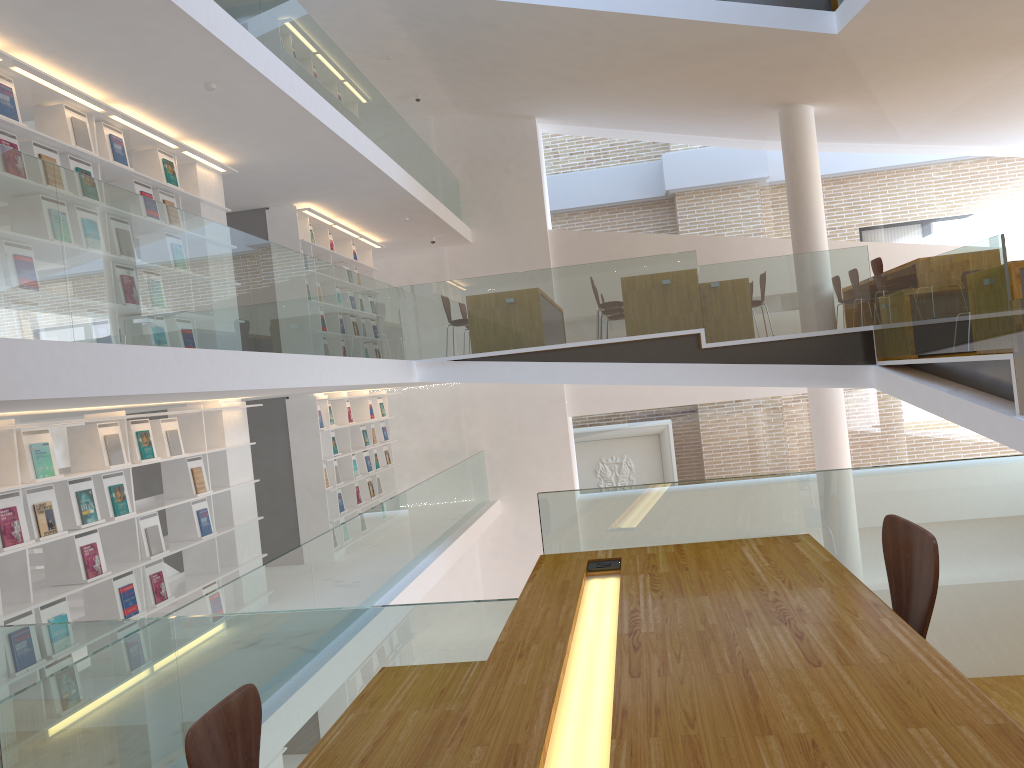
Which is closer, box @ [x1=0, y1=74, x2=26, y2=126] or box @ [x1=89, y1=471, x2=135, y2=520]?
box @ [x1=0, y1=74, x2=26, y2=126]

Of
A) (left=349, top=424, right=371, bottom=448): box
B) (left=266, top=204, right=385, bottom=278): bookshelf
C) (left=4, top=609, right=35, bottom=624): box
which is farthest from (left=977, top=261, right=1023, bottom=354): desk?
(left=349, top=424, right=371, bottom=448): box

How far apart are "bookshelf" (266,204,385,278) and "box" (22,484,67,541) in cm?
483

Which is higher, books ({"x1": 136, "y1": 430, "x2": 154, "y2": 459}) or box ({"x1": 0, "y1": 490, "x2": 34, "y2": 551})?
books ({"x1": 136, "y1": 430, "x2": 154, "y2": 459})

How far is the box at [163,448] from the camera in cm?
642

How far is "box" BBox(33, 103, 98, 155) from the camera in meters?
5.7 m

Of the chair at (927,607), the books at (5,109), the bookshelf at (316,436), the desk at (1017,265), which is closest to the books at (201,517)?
the bookshelf at (316,436)

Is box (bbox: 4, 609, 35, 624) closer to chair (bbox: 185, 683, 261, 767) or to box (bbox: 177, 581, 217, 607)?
box (bbox: 177, 581, 217, 607)

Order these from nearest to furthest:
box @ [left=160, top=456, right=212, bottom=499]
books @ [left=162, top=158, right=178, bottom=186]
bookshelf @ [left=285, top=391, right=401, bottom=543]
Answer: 1. box @ [left=160, top=456, right=212, bottom=499]
2. books @ [left=162, top=158, right=178, bottom=186]
3. bookshelf @ [left=285, top=391, right=401, bottom=543]

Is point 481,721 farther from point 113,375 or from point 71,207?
point 71,207
